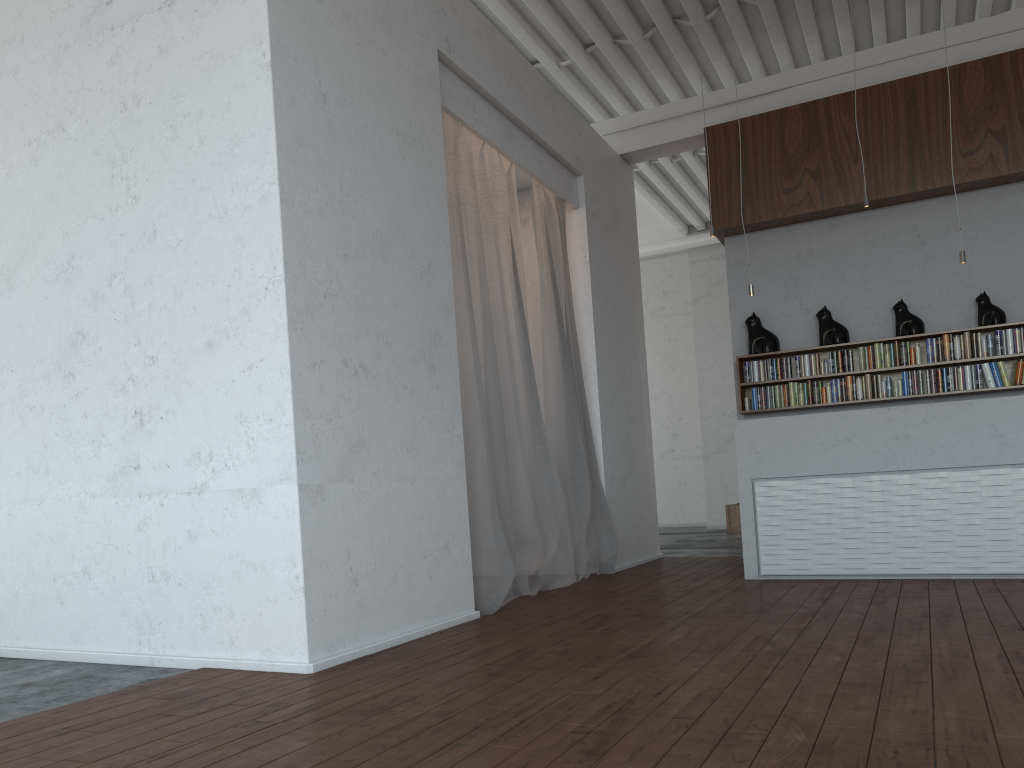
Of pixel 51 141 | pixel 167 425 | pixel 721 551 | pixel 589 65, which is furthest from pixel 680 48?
pixel 167 425
